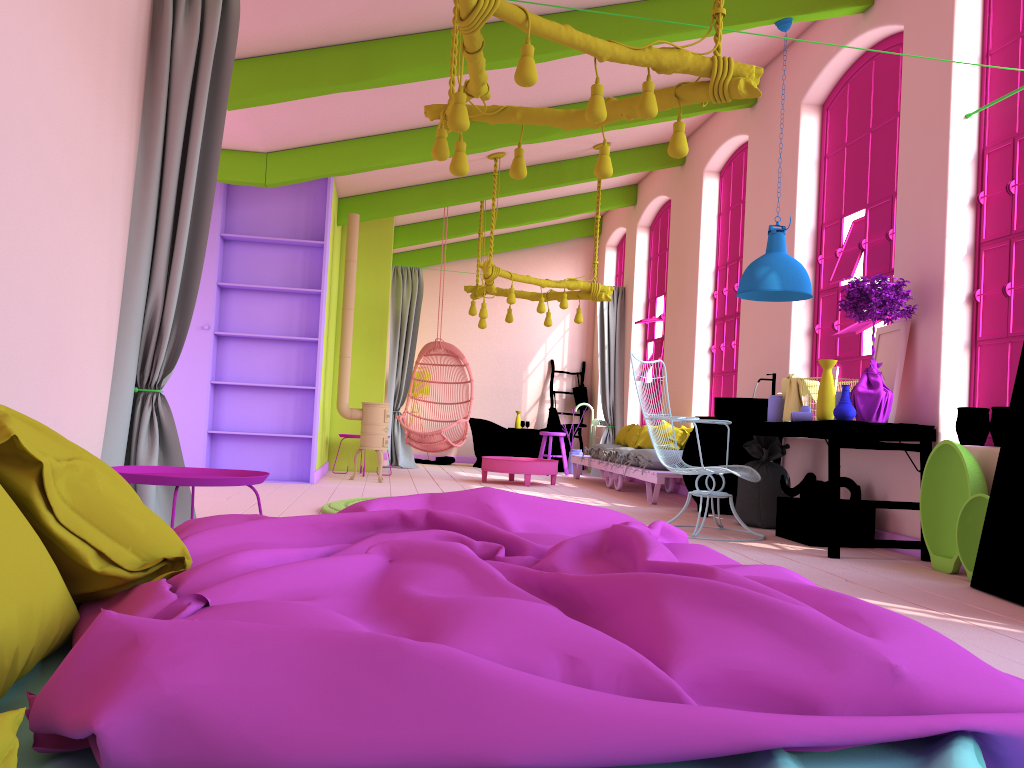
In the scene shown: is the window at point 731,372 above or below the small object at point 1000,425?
above

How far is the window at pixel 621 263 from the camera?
13.92m

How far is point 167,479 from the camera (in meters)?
2.98

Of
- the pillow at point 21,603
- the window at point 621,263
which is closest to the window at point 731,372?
the window at point 621,263

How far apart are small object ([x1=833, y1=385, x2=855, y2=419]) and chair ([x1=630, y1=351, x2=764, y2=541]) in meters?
0.8

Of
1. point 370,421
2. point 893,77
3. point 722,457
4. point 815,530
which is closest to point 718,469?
point 815,530

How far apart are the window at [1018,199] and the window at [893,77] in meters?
0.9

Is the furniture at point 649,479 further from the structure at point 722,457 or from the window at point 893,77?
the window at point 893,77

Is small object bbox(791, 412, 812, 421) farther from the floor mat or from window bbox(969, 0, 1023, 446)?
the floor mat

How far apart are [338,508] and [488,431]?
7.0m
